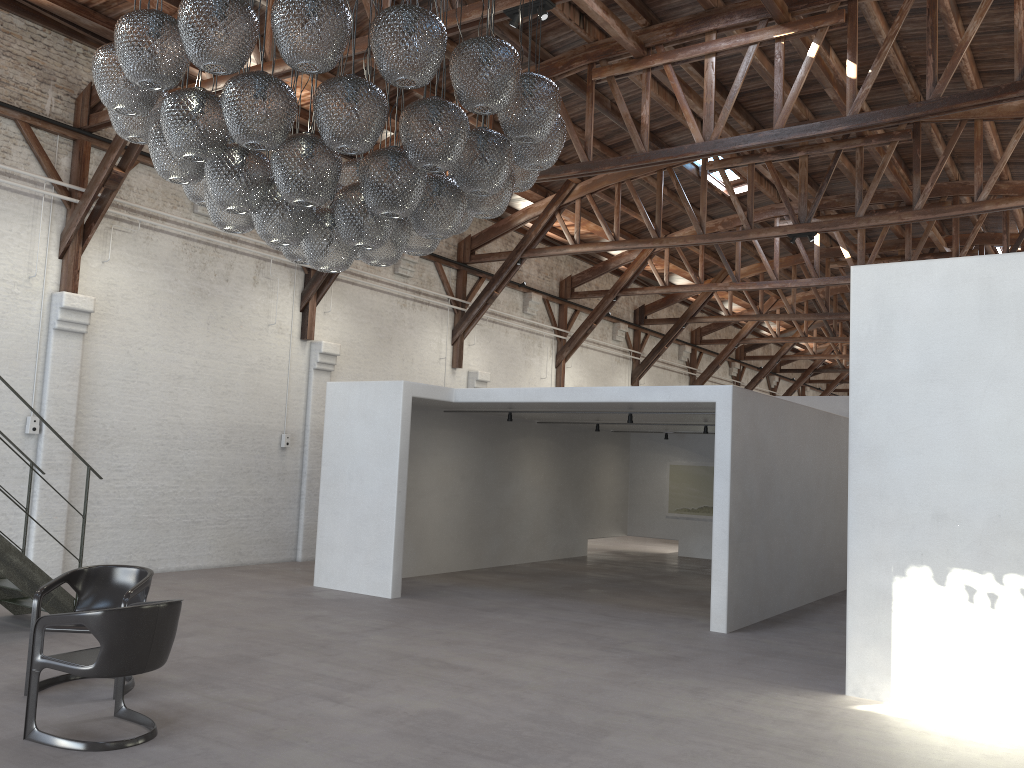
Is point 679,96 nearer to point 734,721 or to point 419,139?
point 419,139

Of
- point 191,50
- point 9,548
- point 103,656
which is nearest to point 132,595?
point 103,656

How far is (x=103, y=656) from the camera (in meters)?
4.62

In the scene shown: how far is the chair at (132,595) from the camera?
5.7 meters

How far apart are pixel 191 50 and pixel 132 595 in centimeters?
351cm

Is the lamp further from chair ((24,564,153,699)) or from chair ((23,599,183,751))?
chair ((24,564,153,699))

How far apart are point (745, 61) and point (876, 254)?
7.4m

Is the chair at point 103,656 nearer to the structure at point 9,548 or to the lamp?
the lamp

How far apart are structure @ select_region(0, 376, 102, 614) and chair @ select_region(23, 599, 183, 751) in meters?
2.7 m

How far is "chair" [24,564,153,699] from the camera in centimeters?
575cm
